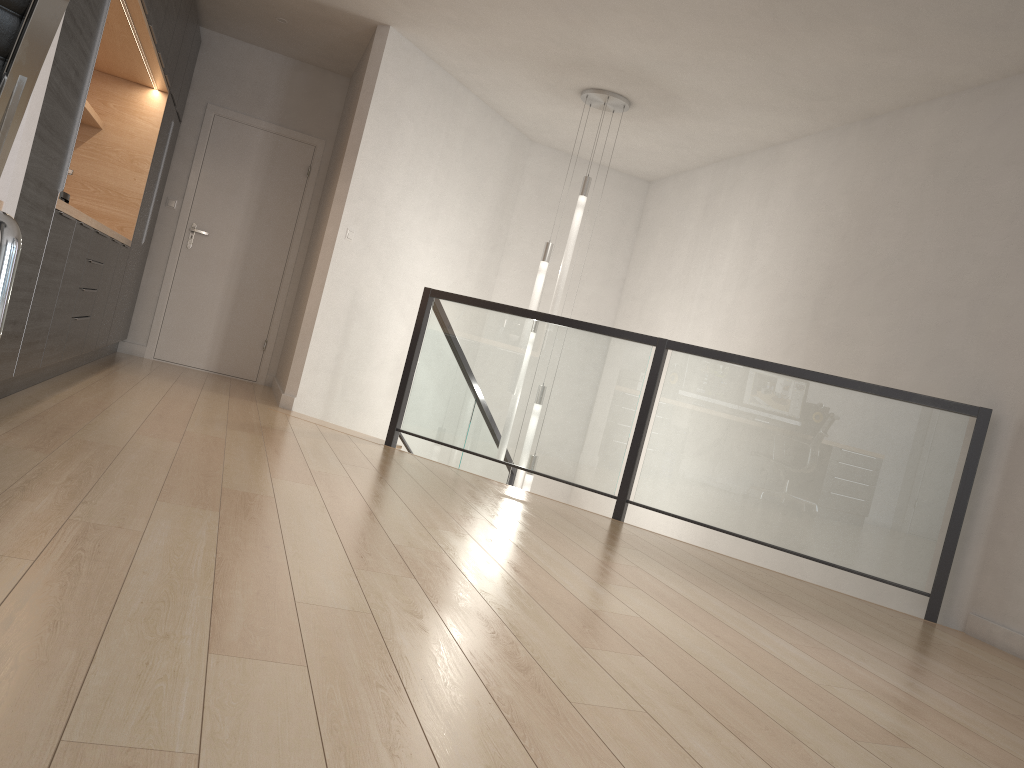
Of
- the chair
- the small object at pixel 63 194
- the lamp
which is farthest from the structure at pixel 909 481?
the chair

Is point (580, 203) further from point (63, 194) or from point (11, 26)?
point (11, 26)

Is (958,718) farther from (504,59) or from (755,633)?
(504,59)

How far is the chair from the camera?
1.1 meters

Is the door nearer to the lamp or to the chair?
the lamp

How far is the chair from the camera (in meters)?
1.11

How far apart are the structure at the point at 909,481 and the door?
2.2m

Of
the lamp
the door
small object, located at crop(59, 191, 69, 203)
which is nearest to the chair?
small object, located at crop(59, 191, 69, 203)

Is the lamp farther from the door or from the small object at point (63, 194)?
the small object at point (63, 194)

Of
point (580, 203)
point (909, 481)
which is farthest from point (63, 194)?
point (909, 481)
